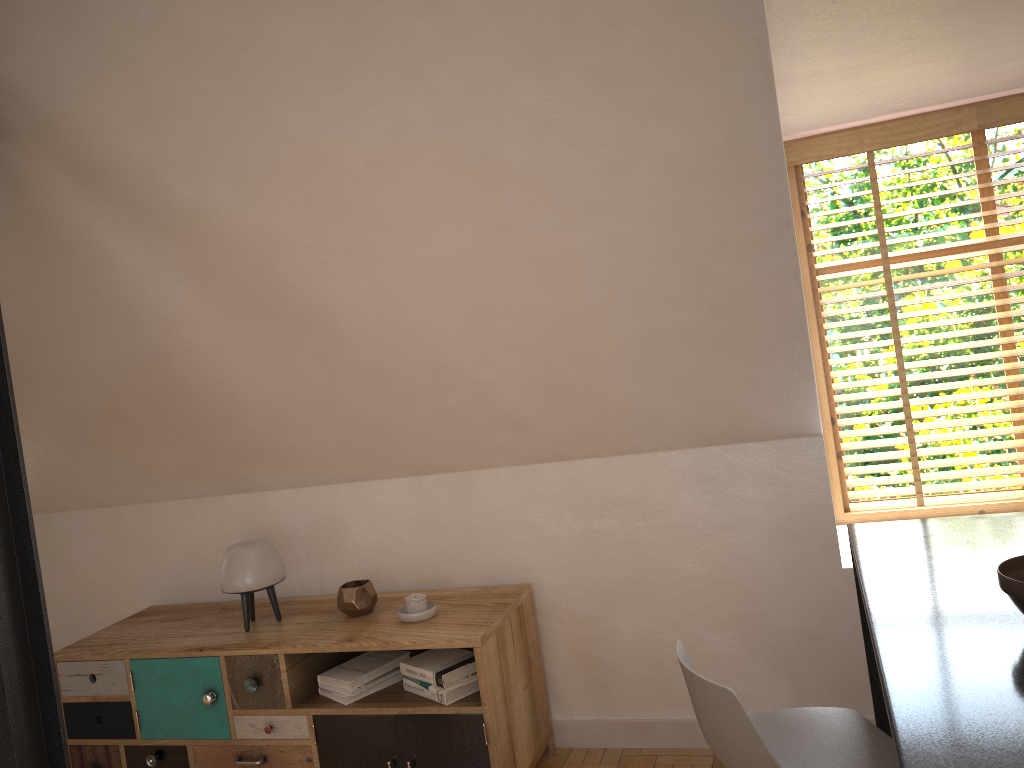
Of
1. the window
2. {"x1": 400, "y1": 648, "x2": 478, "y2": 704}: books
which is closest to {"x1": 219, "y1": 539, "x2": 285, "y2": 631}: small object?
{"x1": 400, "y1": 648, "x2": 478, "y2": 704}: books

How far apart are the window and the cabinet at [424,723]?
1.3 meters

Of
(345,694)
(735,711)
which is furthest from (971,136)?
(345,694)

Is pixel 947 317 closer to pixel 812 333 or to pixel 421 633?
pixel 812 333

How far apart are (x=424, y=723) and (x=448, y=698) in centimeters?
12cm

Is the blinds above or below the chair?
above

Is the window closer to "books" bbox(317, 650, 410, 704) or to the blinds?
the blinds

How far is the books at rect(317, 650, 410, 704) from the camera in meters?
3.1

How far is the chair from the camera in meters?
1.7 m

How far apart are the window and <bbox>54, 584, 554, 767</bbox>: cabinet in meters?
1.3
